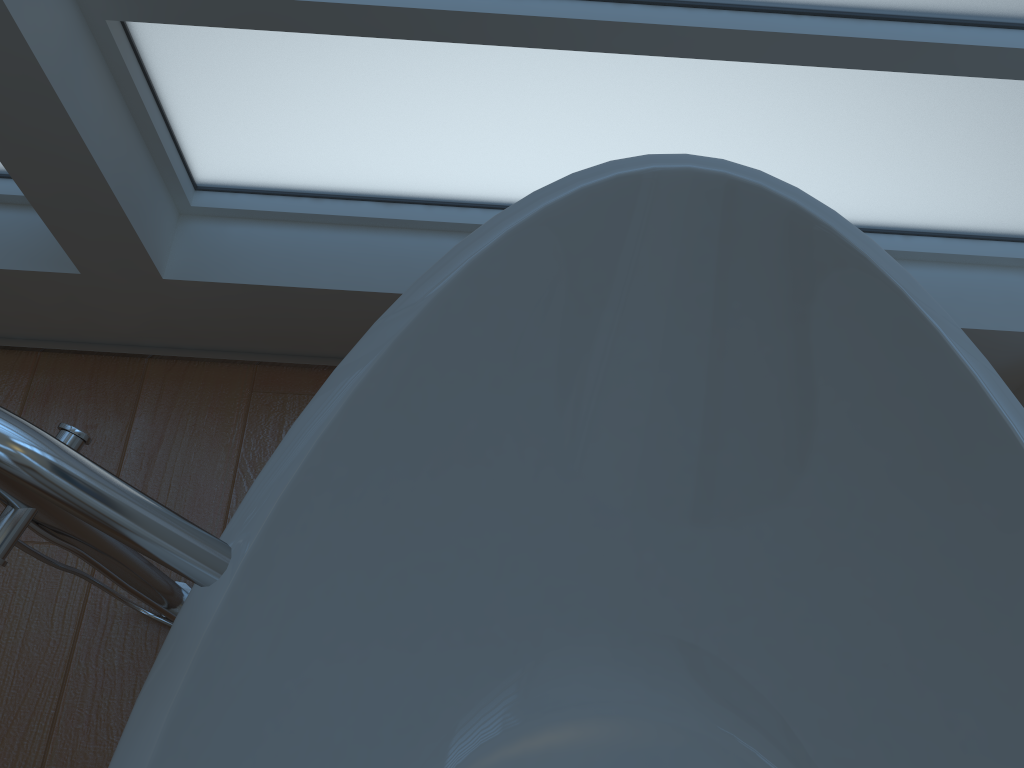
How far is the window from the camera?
1.1m

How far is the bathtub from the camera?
0.9m

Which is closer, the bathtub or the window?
the bathtub

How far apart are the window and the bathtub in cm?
18

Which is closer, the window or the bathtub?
the bathtub

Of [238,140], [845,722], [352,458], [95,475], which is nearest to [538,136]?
[238,140]

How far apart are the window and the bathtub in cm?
18

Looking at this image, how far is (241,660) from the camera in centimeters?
93cm

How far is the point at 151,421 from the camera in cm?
148
